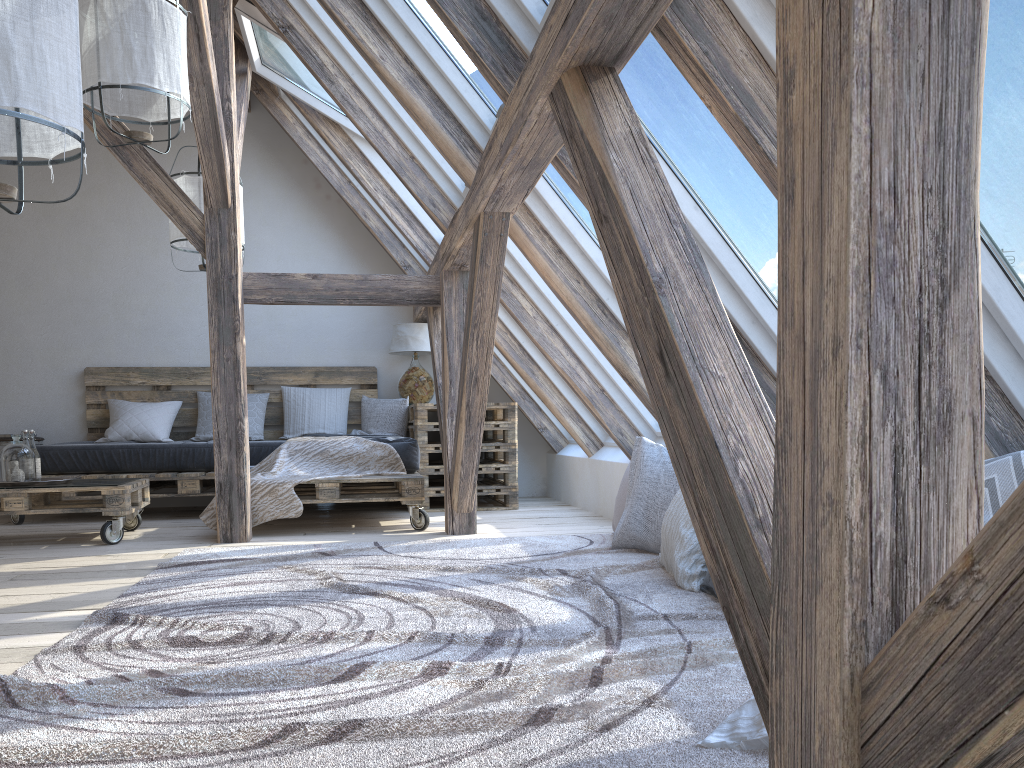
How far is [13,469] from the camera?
4.2 meters

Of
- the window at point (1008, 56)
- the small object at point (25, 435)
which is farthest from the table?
the window at point (1008, 56)

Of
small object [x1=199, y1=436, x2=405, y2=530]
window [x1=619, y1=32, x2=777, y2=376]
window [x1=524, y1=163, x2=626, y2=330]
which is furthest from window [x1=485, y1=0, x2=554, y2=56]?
small object [x1=199, y1=436, x2=405, y2=530]

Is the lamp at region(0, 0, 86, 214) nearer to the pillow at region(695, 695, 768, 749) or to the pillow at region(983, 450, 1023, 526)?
the pillow at region(695, 695, 768, 749)

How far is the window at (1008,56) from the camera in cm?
151

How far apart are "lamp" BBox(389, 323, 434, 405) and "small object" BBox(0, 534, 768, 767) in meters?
2.3 m

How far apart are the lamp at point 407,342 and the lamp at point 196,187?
1.60m

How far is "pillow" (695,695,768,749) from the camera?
1.41m

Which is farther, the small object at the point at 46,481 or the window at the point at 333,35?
the window at the point at 333,35

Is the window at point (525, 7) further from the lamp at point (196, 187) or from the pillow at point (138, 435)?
the pillow at point (138, 435)
